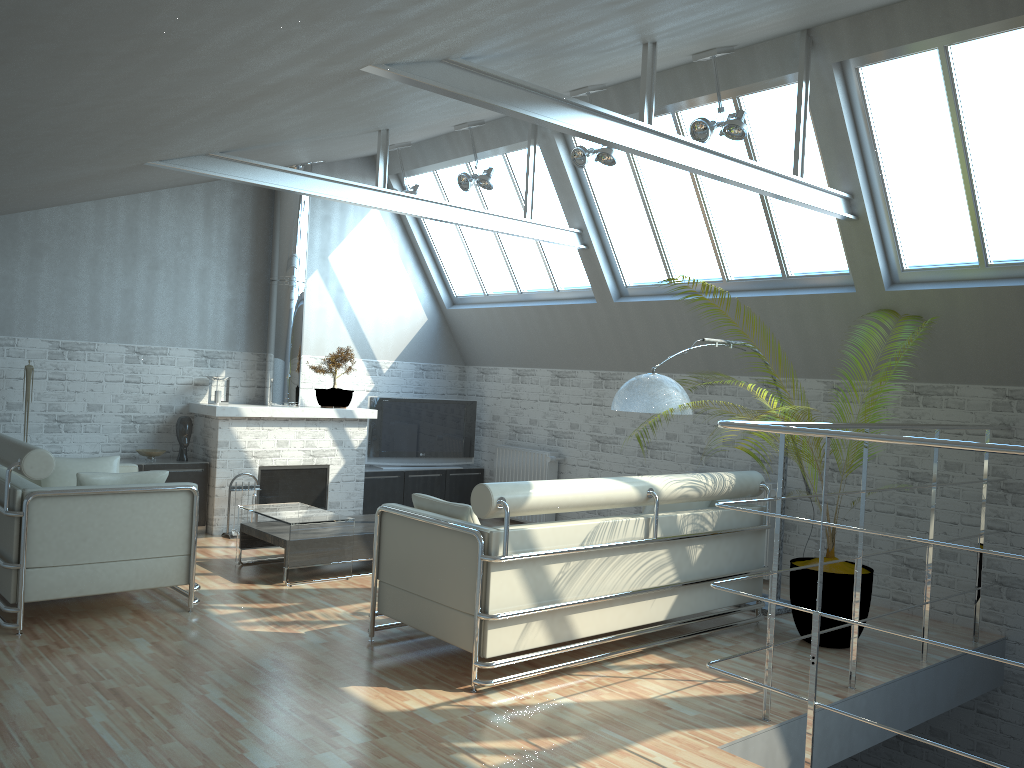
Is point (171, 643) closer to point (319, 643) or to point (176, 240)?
point (319, 643)

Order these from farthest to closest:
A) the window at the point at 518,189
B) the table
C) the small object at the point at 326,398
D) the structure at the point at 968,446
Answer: the small object at the point at 326,398 → the window at the point at 518,189 → the table → the structure at the point at 968,446

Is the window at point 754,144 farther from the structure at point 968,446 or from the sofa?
the sofa

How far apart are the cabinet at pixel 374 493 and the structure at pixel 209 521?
0.3 meters

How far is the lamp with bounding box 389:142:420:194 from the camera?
16.71m

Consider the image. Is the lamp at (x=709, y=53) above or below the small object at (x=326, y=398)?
above

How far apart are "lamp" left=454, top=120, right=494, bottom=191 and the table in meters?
6.1

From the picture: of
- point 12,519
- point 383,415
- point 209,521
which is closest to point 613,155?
point 383,415

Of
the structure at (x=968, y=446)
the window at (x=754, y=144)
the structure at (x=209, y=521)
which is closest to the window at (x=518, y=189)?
the window at (x=754, y=144)

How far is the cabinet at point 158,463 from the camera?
15.23m
